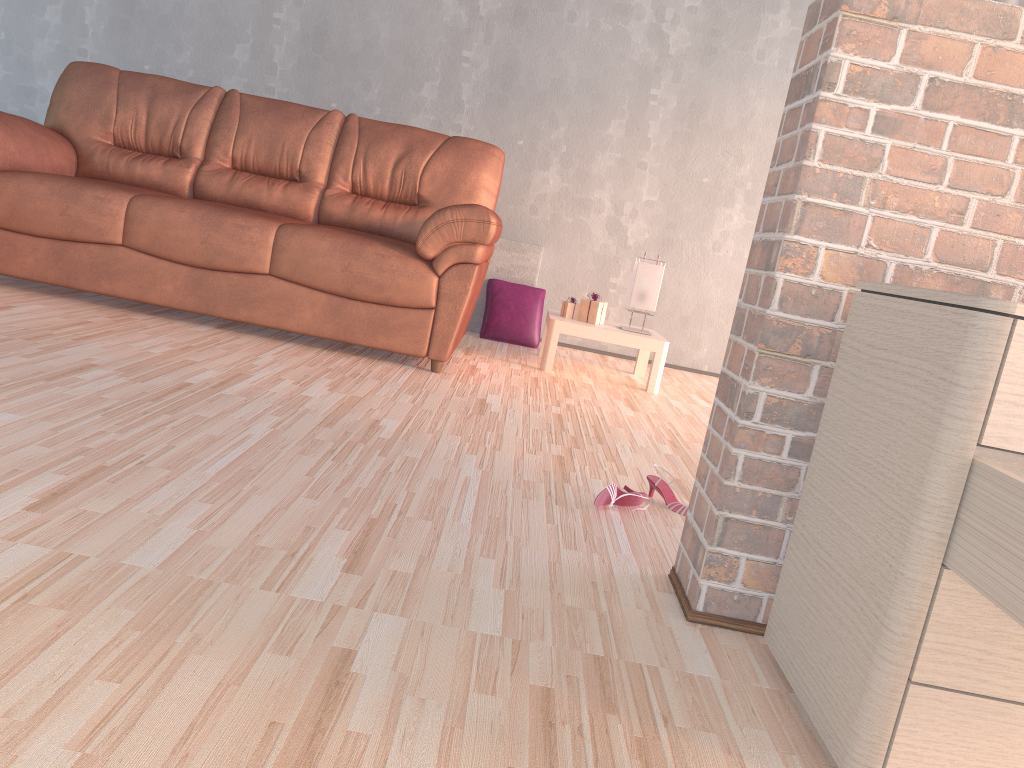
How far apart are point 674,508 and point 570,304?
2.1 meters

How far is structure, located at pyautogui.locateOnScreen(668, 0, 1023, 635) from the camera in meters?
1.3

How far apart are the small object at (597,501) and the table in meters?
1.9 m

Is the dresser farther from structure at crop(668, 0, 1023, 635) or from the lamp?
the lamp

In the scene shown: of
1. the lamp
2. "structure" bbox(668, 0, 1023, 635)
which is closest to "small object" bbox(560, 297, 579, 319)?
the lamp

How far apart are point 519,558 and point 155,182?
3.0 meters

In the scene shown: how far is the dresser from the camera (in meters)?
0.97

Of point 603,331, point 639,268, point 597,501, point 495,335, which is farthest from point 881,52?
point 495,335

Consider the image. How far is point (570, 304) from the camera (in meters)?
4.16

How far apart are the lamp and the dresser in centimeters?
277cm
